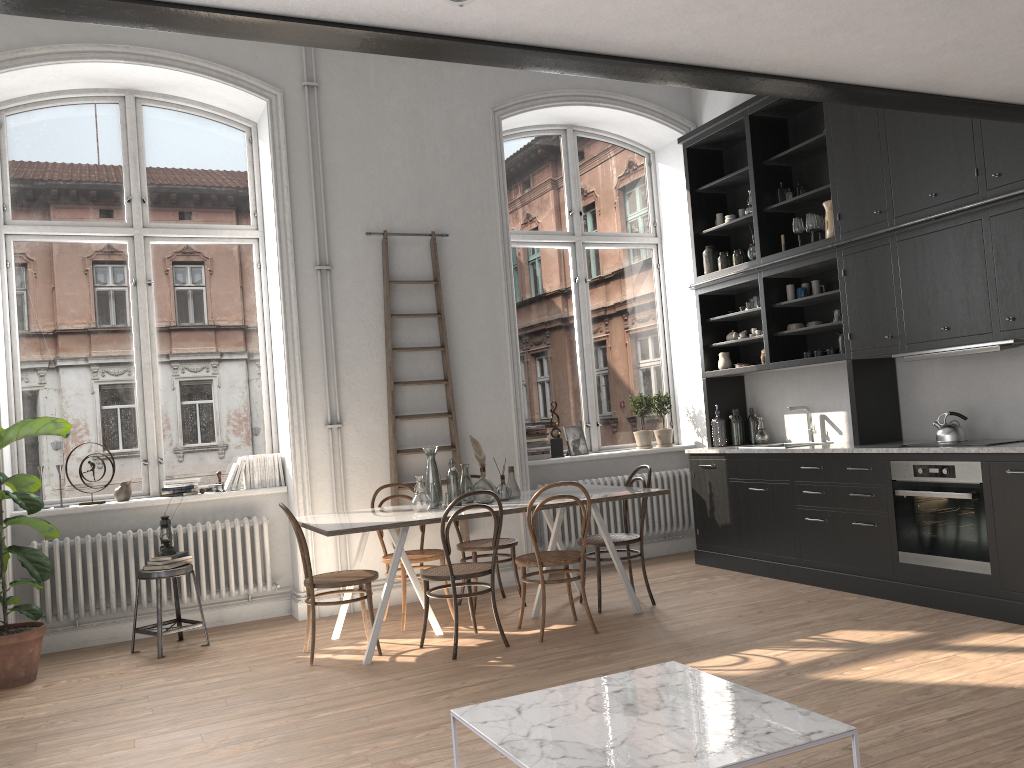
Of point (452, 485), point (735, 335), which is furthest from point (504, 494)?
point (735, 335)

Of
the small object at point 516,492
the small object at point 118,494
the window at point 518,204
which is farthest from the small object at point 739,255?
the small object at point 118,494

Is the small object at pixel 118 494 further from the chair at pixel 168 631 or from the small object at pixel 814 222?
the small object at pixel 814 222

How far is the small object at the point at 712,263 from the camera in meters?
7.3

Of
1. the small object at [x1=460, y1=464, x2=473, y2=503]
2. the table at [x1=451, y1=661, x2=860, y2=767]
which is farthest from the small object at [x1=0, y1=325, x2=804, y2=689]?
the table at [x1=451, y1=661, x2=860, y2=767]

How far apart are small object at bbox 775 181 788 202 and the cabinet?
0.08m

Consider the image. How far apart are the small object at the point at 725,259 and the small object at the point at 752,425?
1.26m

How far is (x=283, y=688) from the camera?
4.6m

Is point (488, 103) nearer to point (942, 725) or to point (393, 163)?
point (393, 163)

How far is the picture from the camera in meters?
7.6 m
